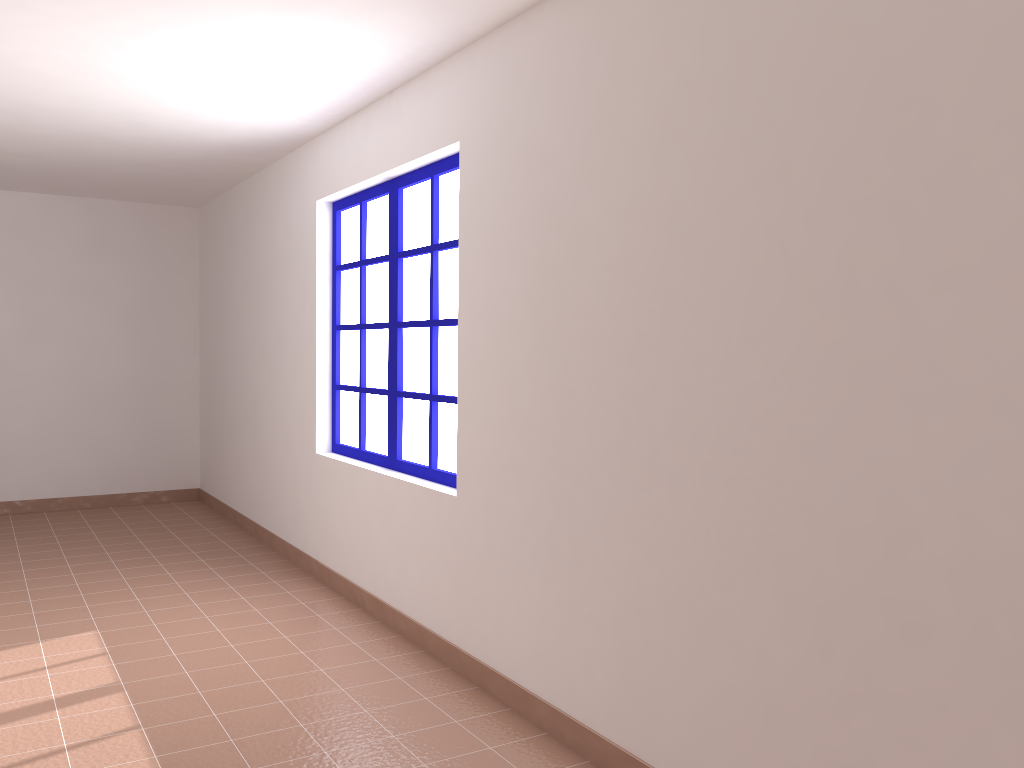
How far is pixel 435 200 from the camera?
3.98m

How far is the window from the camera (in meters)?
3.98

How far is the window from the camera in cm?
398
